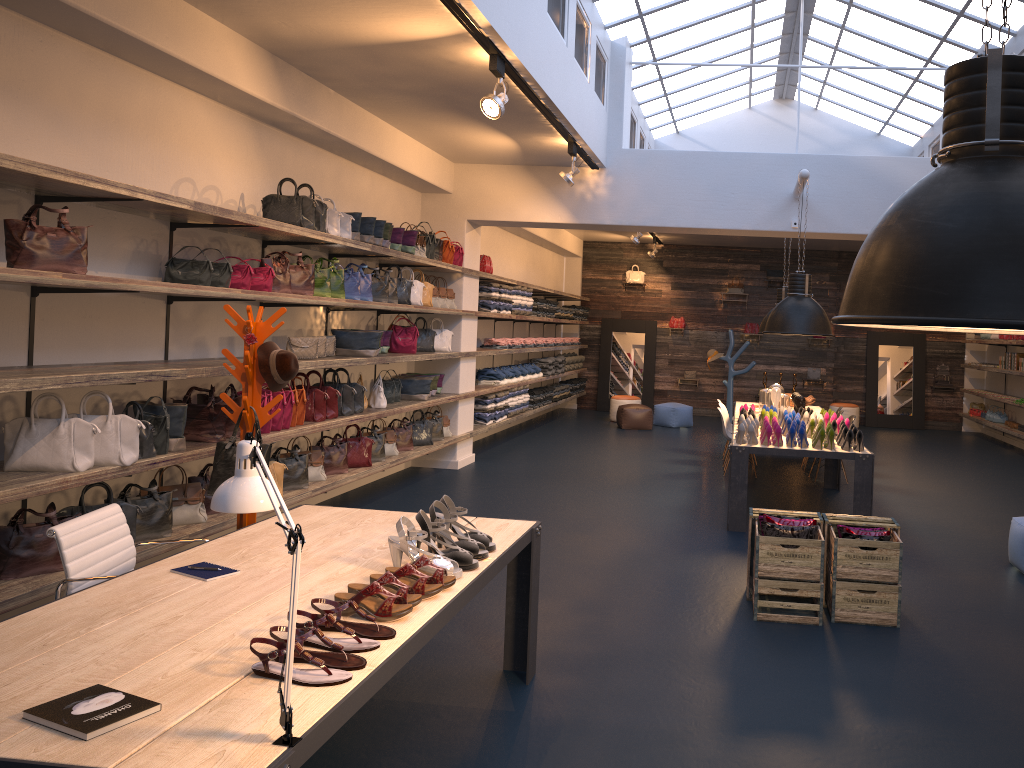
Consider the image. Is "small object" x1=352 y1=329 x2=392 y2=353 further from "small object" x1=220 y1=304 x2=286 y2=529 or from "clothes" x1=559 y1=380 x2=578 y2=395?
"clothes" x1=559 y1=380 x2=578 y2=395

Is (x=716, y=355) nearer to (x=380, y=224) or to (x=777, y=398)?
(x=777, y=398)

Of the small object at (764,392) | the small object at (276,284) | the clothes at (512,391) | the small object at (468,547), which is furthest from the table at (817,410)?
the small object at (468,547)

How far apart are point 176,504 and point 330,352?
2.27m

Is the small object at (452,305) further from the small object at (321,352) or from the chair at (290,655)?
the chair at (290,655)

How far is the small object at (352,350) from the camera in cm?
776

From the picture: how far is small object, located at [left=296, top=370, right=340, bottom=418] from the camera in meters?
7.3

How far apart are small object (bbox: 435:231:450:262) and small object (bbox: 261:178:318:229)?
3.1 meters

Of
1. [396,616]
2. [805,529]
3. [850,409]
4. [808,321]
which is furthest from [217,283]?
[850,409]

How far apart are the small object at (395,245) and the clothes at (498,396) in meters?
3.8 m
